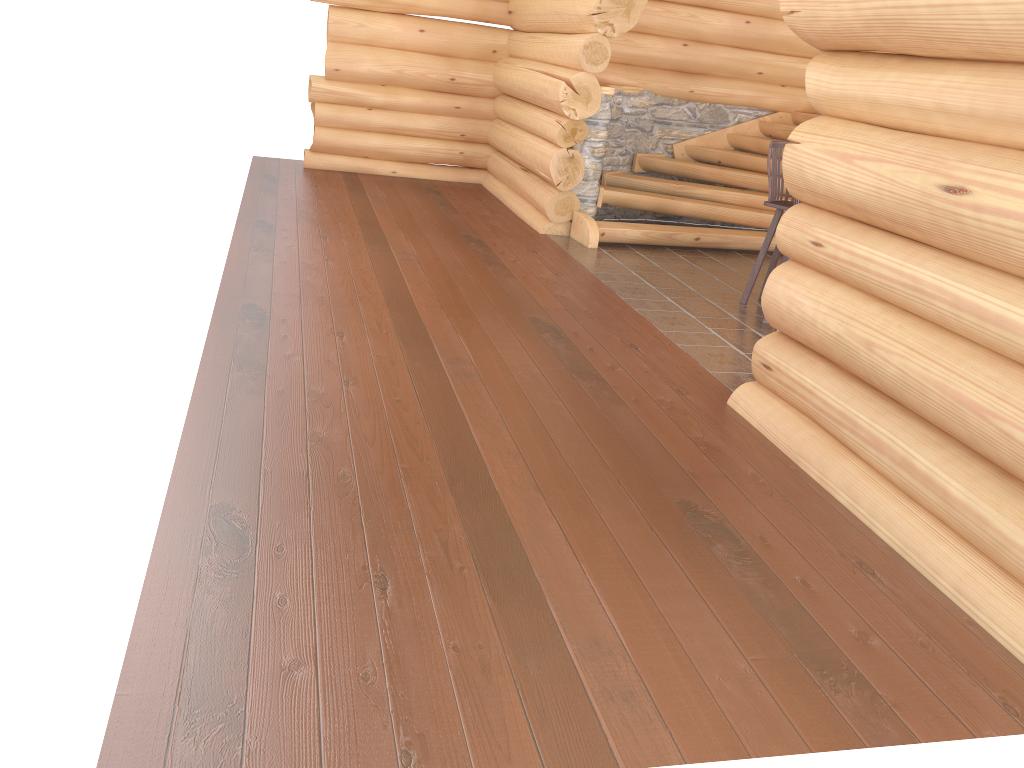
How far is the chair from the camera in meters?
7.1 m

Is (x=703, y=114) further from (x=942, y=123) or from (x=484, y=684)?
(x=484, y=684)

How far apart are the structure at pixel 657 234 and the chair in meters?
1.8

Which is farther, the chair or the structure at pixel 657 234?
the structure at pixel 657 234

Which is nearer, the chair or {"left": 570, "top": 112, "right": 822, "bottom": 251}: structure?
the chair

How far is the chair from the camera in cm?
706

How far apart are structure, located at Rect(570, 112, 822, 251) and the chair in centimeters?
179cm

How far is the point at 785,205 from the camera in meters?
7.1
